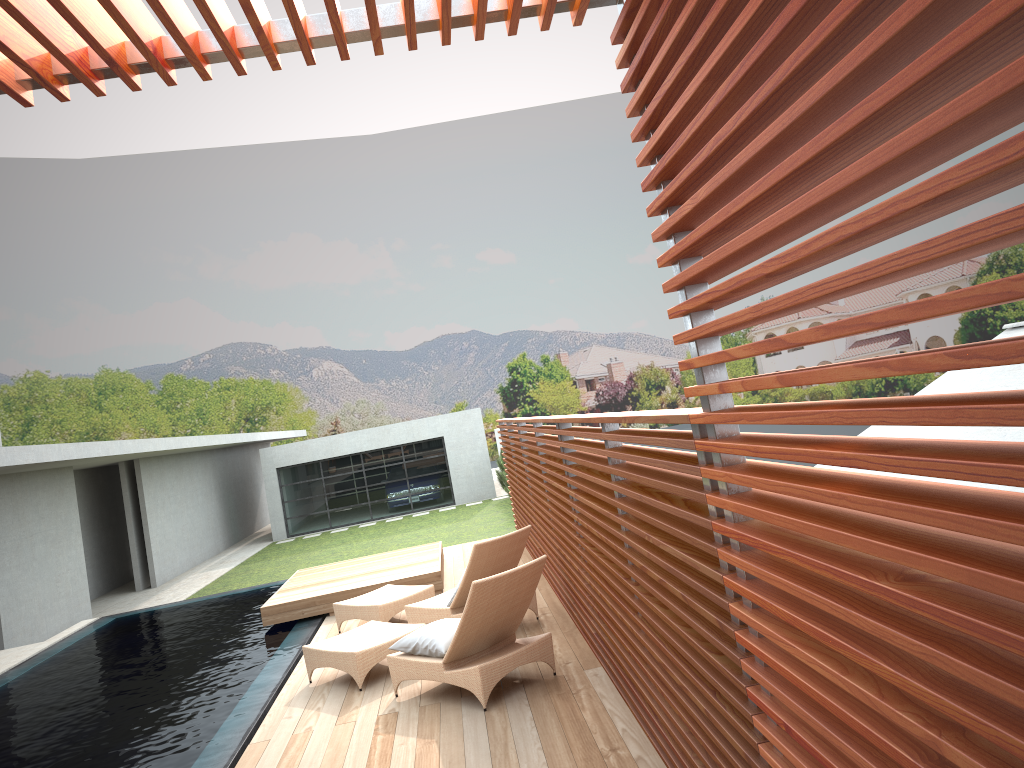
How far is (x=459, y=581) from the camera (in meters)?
7.83

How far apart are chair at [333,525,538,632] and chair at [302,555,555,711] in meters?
0.5

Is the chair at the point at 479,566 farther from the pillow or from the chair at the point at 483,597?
the pillow

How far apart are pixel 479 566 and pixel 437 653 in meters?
1.5

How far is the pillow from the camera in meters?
6.2

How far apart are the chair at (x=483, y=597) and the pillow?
0.0m

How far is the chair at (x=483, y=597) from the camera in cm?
590

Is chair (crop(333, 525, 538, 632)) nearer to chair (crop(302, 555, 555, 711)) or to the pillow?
chair (crop(302, 555, 555, 711))

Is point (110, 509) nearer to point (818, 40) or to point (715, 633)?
point (715, 633)

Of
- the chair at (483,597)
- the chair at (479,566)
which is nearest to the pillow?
the chair at (483,597)
